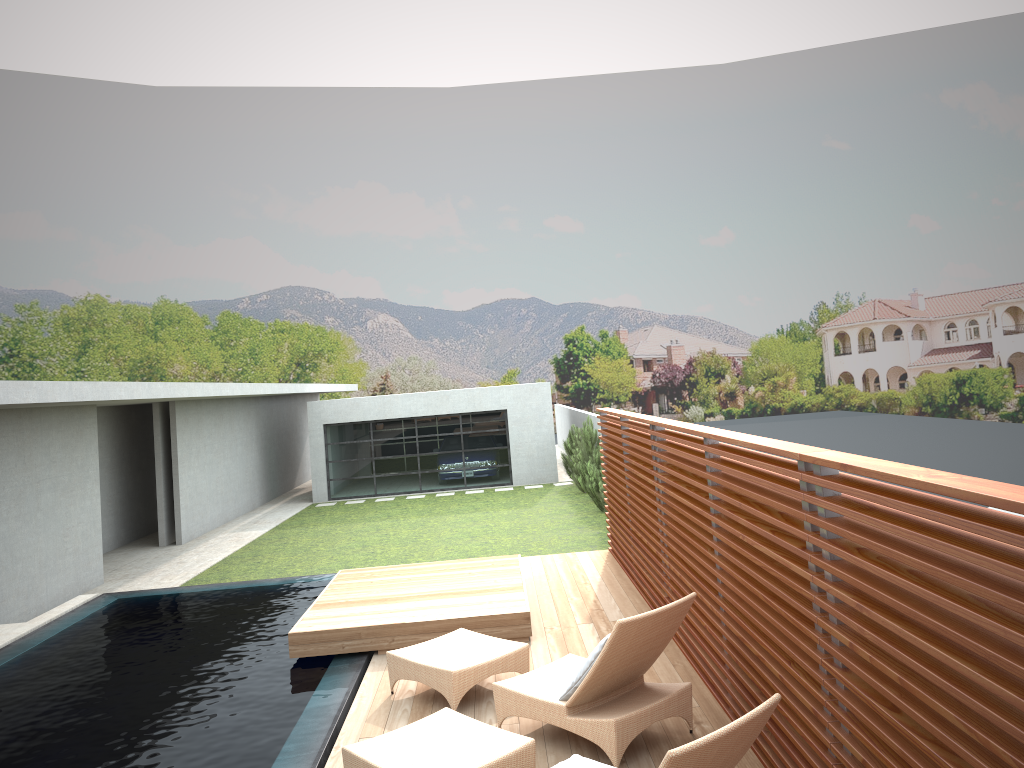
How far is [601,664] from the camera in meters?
5.0

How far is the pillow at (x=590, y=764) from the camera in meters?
4.0

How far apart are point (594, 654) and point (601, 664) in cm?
14

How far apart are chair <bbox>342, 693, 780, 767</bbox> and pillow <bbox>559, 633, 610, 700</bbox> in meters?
0.5

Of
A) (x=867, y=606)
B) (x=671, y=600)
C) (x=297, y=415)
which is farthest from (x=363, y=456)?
Result: (x=867, y=606)

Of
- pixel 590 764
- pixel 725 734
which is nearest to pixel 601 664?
pixel 590 764

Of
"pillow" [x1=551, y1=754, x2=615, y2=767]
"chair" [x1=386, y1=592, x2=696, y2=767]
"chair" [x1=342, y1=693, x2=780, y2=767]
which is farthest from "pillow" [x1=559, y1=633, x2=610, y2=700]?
"pillow" [x1=551, y1=754, x2=615, y2=767]

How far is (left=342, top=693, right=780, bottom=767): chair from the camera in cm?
332

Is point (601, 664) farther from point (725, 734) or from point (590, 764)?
point (725, 734)

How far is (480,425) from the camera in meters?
25.0 m
